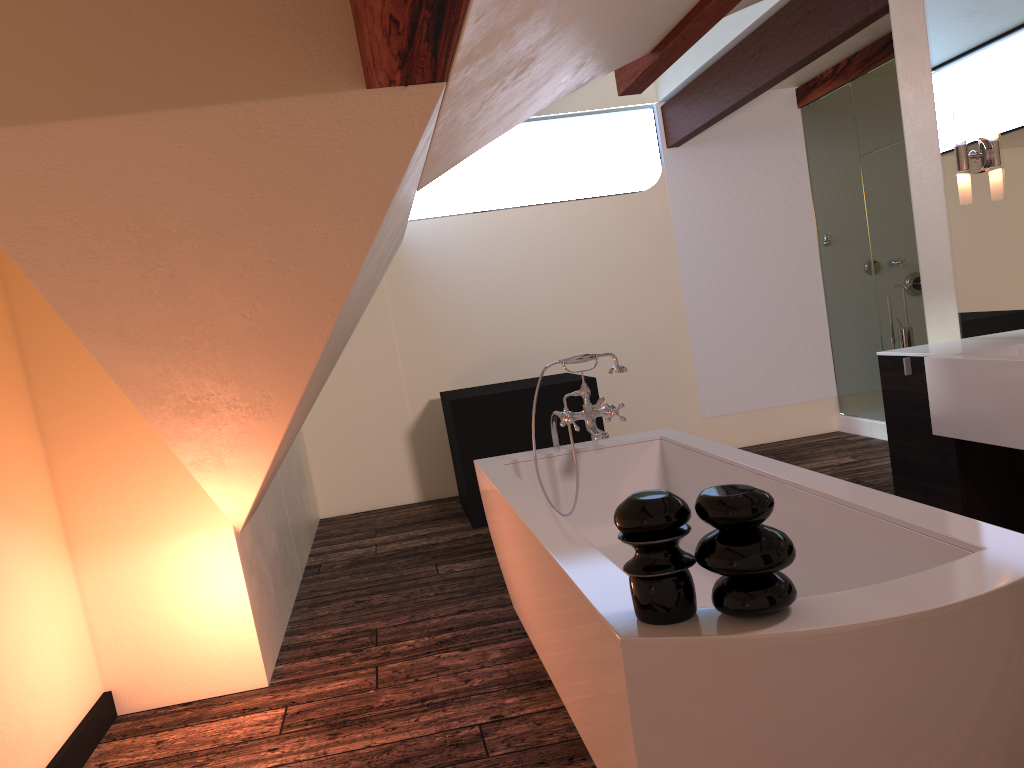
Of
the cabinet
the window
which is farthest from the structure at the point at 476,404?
the window

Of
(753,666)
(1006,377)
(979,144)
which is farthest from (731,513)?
(979,144)

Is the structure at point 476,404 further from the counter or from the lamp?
the lamp

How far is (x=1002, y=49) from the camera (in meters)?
3.03

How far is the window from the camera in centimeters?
634cm

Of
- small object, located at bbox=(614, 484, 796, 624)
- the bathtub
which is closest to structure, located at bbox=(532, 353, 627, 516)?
the bathtub

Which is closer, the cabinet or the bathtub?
the bathtub

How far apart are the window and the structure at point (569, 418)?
3.7 meters

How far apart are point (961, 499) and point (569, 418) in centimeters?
138cm

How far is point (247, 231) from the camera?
1.7 meters
